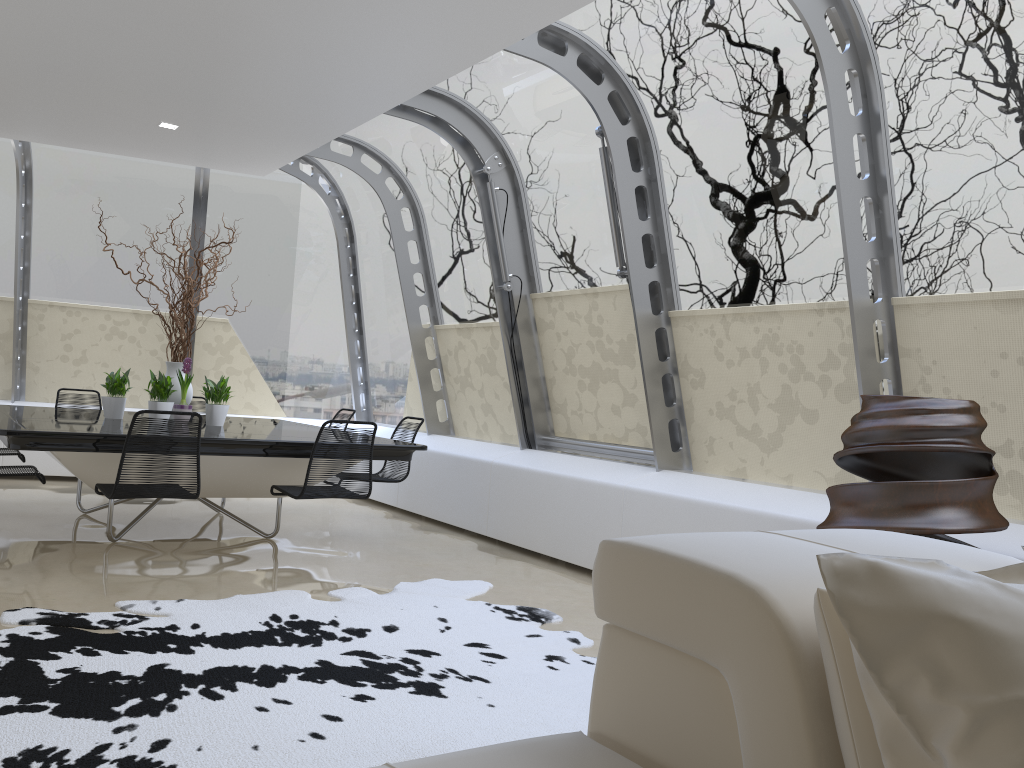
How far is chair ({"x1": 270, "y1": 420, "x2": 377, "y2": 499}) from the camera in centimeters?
507cm

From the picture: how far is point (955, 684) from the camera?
1.14m

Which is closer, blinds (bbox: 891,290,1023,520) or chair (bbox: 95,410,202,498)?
blinds (bbox: 891,290,1023,520)

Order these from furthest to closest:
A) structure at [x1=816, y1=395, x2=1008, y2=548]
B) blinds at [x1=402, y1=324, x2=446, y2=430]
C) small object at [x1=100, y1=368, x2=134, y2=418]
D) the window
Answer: blinds at [x1=402, y1=324, x2=446, y2=430] < small object at [x1=100, y1=368, x2=134, y2=418] < the window < structure at [x1=816, y1=395, x2=1008, y2=548]

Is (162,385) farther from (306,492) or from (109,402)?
(306,492)

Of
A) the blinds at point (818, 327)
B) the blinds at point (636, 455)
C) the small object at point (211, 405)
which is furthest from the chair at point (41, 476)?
the blinds at point (818, 327)

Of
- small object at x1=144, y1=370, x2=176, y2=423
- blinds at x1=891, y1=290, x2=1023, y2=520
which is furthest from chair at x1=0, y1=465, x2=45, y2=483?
blinds at x1=891, y1=290, x2=1023, y2=520

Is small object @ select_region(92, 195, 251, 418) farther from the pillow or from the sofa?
the pillow

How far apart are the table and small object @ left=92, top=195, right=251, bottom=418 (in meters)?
0.33

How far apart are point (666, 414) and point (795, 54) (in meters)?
2.24
